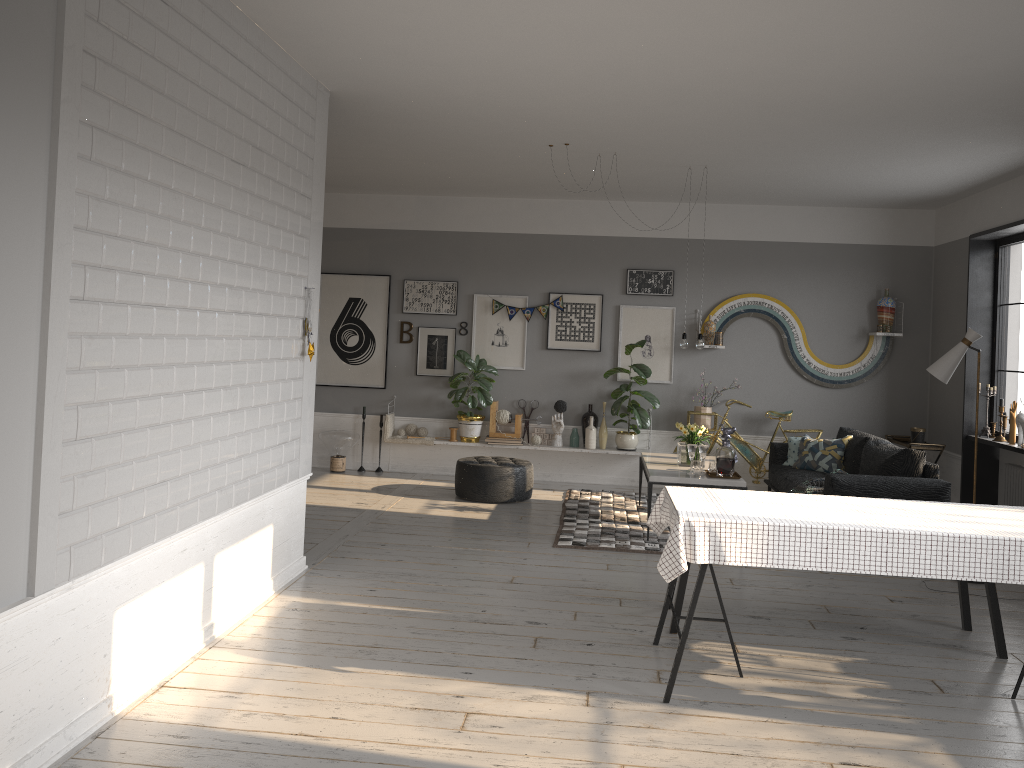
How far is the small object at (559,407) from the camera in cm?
923

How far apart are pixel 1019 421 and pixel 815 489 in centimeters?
191cm

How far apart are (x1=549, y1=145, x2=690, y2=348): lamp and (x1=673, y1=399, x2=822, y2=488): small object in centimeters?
199cm

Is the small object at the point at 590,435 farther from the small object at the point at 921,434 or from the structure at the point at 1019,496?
the structure at the point at 1019,496

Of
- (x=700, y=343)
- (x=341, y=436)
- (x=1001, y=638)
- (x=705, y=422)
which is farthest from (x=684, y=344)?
(x=341, y=436)

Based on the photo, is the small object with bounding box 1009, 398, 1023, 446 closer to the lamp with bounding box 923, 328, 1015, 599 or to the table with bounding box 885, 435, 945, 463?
the table with bounding box 885, 435, 945, 463

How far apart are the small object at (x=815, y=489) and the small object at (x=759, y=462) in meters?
1.6 m

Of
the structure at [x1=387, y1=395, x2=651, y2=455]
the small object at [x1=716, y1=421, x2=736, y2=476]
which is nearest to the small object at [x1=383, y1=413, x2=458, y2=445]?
the structure at [x1=387, y1=395, x2=651, y2=455]

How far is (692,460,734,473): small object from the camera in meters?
6.9

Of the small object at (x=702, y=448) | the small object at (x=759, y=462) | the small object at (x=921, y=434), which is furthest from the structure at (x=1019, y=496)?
the small object at (x=702, y=448)
